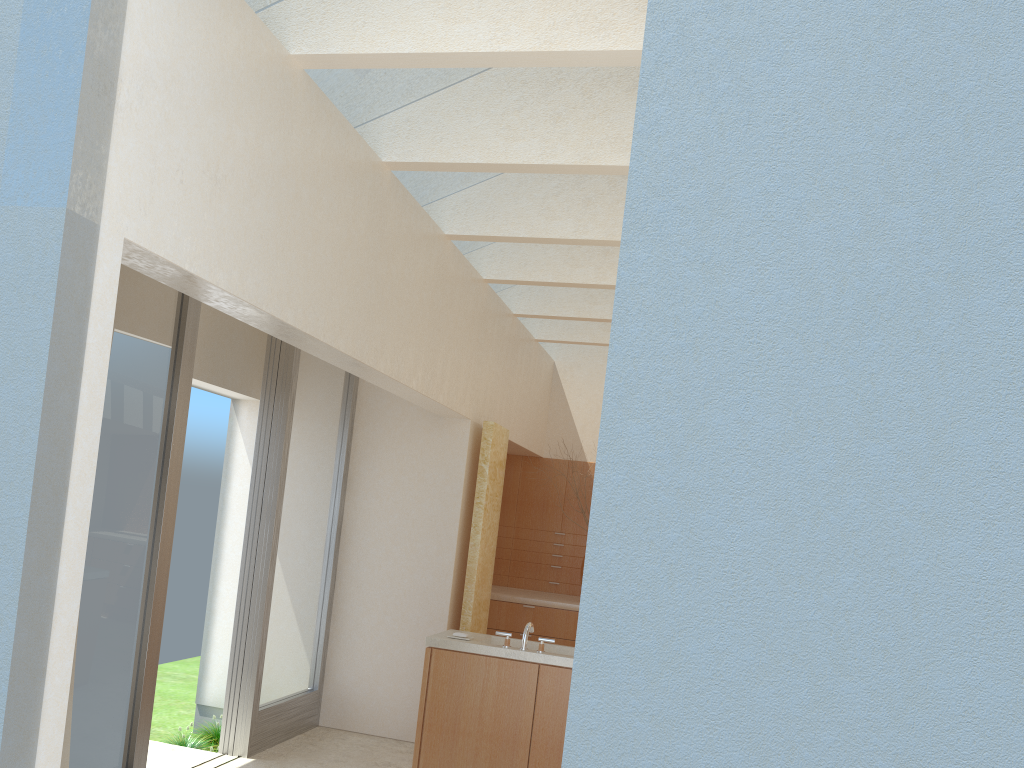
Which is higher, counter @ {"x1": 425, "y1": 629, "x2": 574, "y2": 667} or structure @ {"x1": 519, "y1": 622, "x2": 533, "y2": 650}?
structure @ {"x1": 519, "y1": 622, "x2": 533, "y2": 650}

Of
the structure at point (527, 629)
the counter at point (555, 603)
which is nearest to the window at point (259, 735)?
the structure at point (527, 629)

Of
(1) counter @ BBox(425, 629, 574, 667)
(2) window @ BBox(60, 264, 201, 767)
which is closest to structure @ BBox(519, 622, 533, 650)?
(1) counter @ BBox(425, 629, 574, 667)

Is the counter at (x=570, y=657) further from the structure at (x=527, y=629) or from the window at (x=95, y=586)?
the window at (x=95, y=586)

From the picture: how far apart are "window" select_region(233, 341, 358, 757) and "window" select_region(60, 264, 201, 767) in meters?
2.5

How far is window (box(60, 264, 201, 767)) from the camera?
9.6 meters

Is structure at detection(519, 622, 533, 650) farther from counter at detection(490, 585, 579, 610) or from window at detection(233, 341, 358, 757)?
counter at detection(490, 585, 579, 610)

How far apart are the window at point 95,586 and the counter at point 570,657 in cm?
353

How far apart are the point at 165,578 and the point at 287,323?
3.95m

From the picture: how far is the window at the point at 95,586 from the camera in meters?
9.6 m
